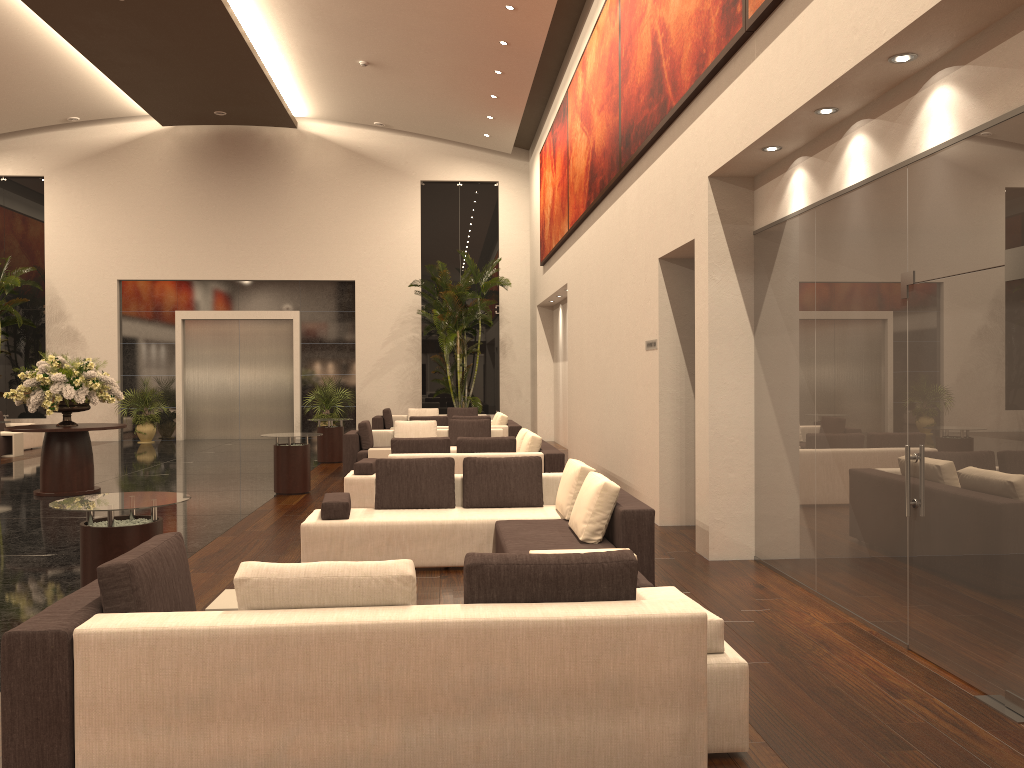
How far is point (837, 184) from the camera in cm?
594

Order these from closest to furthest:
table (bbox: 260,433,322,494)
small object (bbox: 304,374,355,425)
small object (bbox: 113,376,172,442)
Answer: table (bbox: 260,433,322,494) < small object (bbox: 113,376,172,442) < small object (bbox: 304,374,355,425)

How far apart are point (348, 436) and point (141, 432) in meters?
9.8

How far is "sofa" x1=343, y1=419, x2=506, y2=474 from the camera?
14.0 meters

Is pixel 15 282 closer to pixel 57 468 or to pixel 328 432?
pixel 328 432

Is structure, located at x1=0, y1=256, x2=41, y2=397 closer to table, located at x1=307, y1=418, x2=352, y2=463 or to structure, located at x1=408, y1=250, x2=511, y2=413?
table, located at x1=307, y1=418, x2=352, y2=463

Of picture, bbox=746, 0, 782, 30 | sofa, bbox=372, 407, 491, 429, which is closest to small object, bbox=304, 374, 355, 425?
sofa, bbox=372, 407, 491, 429

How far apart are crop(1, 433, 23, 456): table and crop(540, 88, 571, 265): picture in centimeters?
1142cm

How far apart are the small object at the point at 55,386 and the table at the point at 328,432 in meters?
4.2

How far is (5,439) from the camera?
18.0 meters
